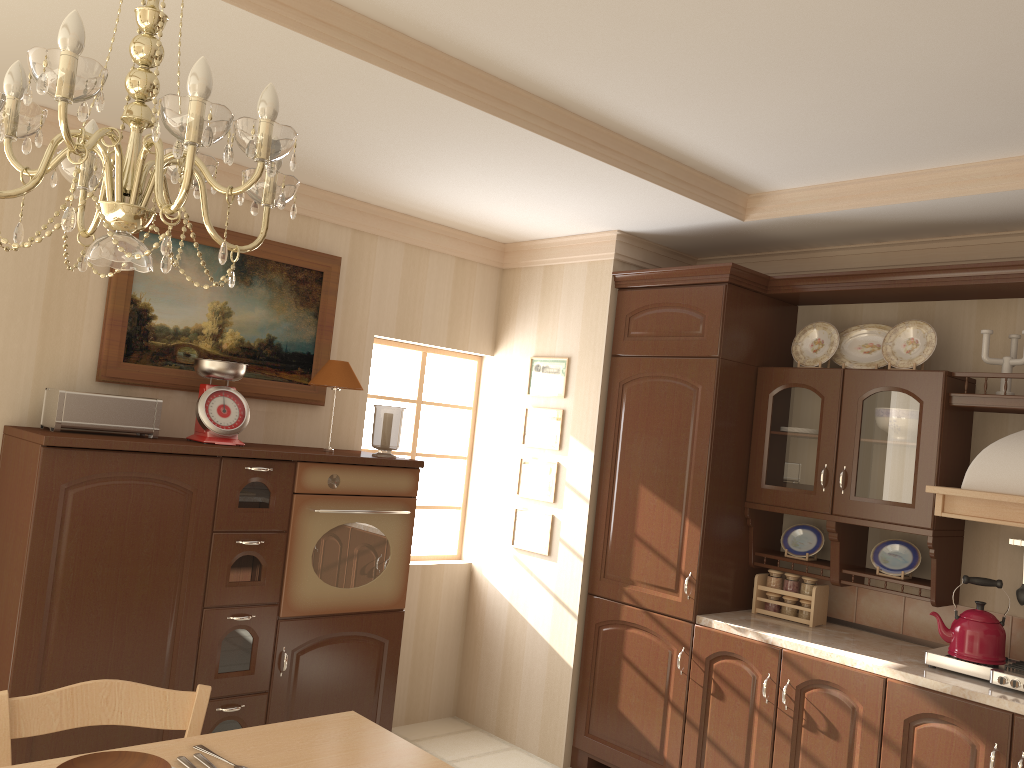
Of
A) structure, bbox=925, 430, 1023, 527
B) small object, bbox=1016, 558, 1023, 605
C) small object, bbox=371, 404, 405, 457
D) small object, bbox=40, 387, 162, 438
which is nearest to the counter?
small object, bbox=1016, 558, 1023, 605

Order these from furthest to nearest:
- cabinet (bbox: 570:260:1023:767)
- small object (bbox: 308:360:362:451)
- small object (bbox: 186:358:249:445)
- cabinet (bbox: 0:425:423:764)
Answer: small object (bbox: 308:360:362:451), small object (bbox: 186:358:249:445), cabinet (bbox: 570:260:1023:767), cabinet (bbox: 0:425:423:764)

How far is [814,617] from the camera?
3.70m

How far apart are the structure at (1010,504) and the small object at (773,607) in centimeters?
90cm

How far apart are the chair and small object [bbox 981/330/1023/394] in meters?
2.9

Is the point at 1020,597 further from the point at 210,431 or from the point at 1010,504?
the point at 210,431

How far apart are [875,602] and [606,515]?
1.2 meters

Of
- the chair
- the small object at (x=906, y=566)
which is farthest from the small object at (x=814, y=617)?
the chair

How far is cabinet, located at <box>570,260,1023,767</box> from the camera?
3.22m

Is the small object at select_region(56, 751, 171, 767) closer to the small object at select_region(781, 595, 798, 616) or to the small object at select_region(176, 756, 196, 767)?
the small object at select_region(176, 756, 196, 767)
